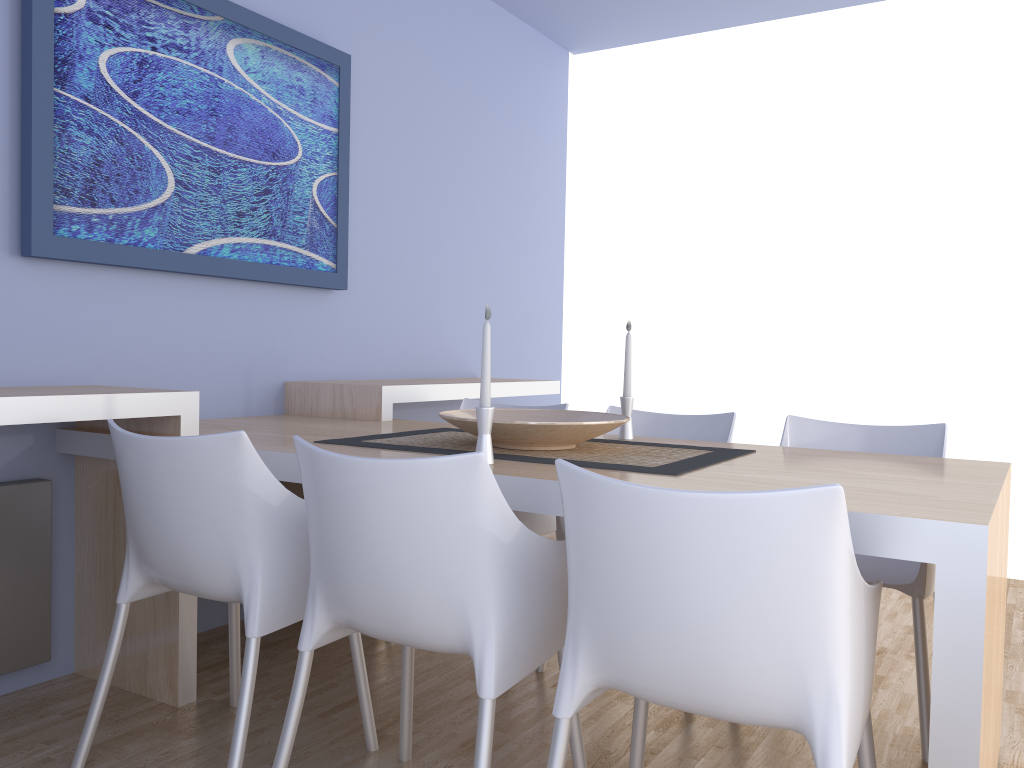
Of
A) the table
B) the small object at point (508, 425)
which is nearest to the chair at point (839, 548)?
the table

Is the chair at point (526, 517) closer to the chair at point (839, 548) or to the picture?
the picture

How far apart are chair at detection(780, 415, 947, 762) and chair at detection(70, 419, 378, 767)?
1.3 meters

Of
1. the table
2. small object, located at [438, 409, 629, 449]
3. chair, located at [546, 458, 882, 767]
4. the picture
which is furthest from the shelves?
chair, located at [546, 458, 882, 767]

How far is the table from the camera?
1.3m

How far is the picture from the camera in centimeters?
242cm

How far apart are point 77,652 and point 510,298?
2.7 meters

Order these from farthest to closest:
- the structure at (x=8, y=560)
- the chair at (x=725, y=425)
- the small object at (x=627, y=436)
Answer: the chair at (x=725, y=425)
the small object at (x=627, y=436)
the structure at (x=8, y=560)

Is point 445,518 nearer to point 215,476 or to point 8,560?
point 215,476

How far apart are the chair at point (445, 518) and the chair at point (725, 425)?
0.7m
